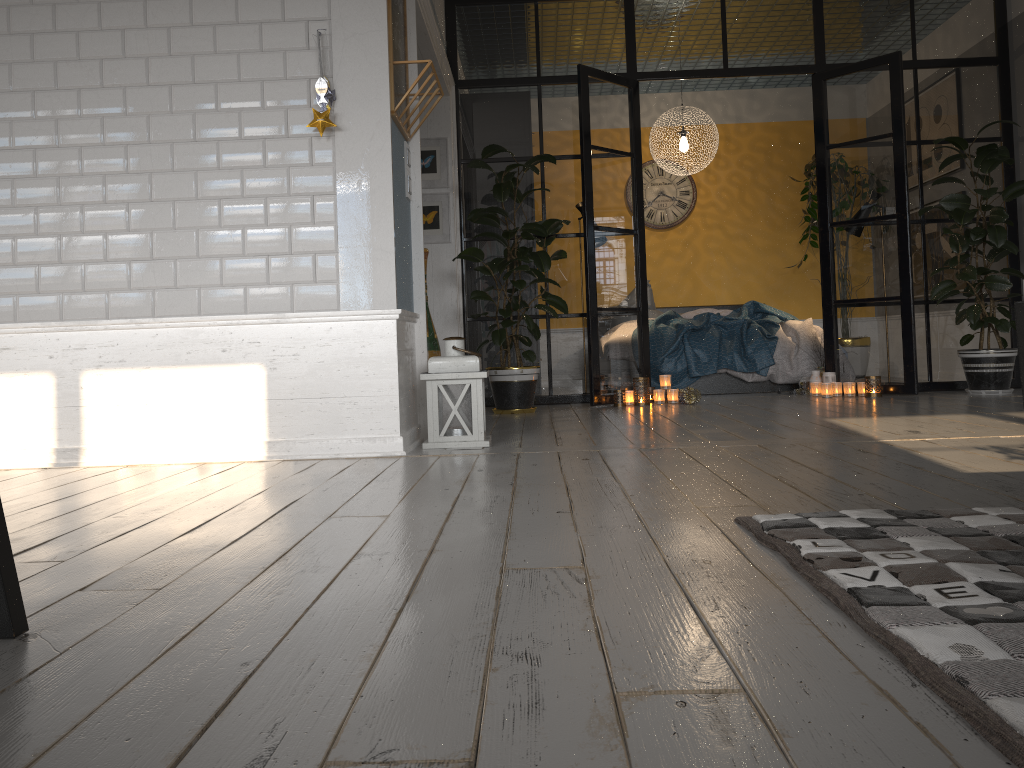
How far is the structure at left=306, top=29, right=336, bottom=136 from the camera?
3.5 meters

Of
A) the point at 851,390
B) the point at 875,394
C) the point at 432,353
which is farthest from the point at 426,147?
the point at 875,394

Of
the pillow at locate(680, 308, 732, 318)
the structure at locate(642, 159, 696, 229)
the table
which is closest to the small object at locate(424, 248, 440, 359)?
Result: the pillow at locate(680, 308, 732, 318)

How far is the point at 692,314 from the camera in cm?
811

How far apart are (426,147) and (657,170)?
3.44m

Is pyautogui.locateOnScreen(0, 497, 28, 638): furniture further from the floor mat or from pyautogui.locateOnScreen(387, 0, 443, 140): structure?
pyautogui.locateOnScreen(387, 0, 443, 140): structure

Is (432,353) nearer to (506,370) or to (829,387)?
(506,370)

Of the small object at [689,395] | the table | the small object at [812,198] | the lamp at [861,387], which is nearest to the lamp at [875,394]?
the lamp at [861,387]

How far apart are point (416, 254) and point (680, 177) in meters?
5.4 m

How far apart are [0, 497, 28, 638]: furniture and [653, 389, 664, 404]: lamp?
A: 4.9 meters
